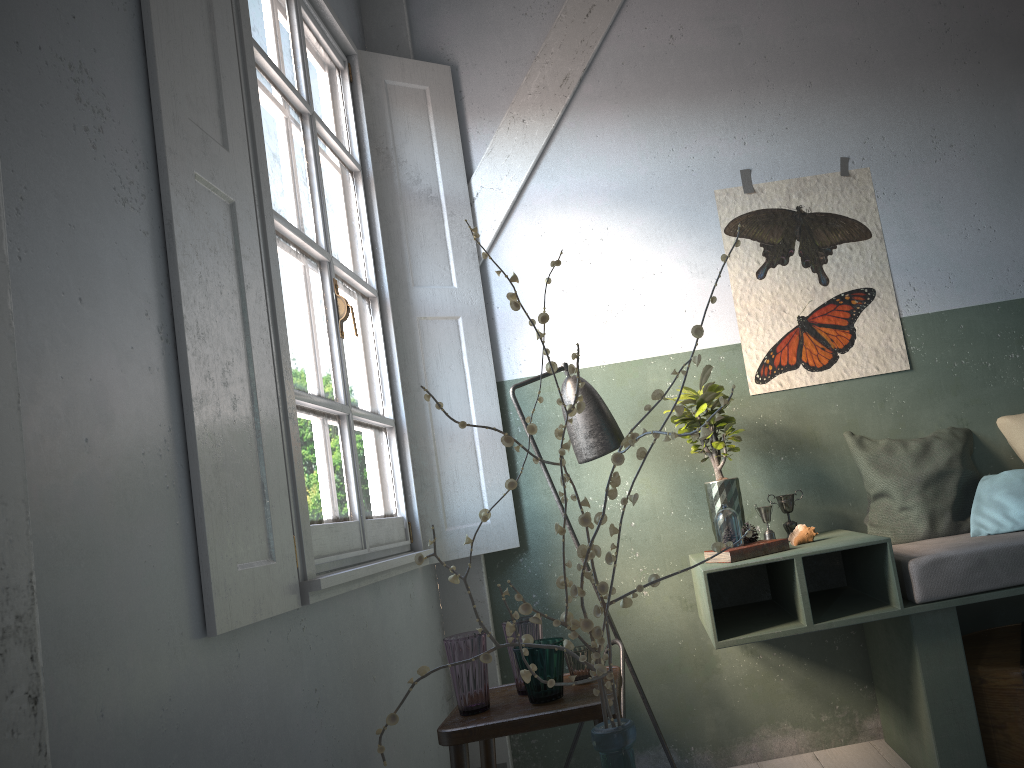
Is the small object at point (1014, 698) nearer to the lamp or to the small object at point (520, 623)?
the lamp

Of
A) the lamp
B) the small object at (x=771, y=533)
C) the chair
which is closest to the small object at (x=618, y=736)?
the chair

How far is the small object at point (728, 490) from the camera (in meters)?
3.45

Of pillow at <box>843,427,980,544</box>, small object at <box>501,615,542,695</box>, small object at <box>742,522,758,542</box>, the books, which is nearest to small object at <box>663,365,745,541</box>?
small object at <box>742,522,758,542</box>

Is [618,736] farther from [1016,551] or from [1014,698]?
[1014,698]

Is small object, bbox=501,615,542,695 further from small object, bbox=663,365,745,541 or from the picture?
the picture

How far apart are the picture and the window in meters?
1.5

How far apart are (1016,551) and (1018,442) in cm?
93

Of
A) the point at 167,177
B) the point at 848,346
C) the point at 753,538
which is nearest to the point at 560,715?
the point at 753,538

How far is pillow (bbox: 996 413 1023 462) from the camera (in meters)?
3.65
